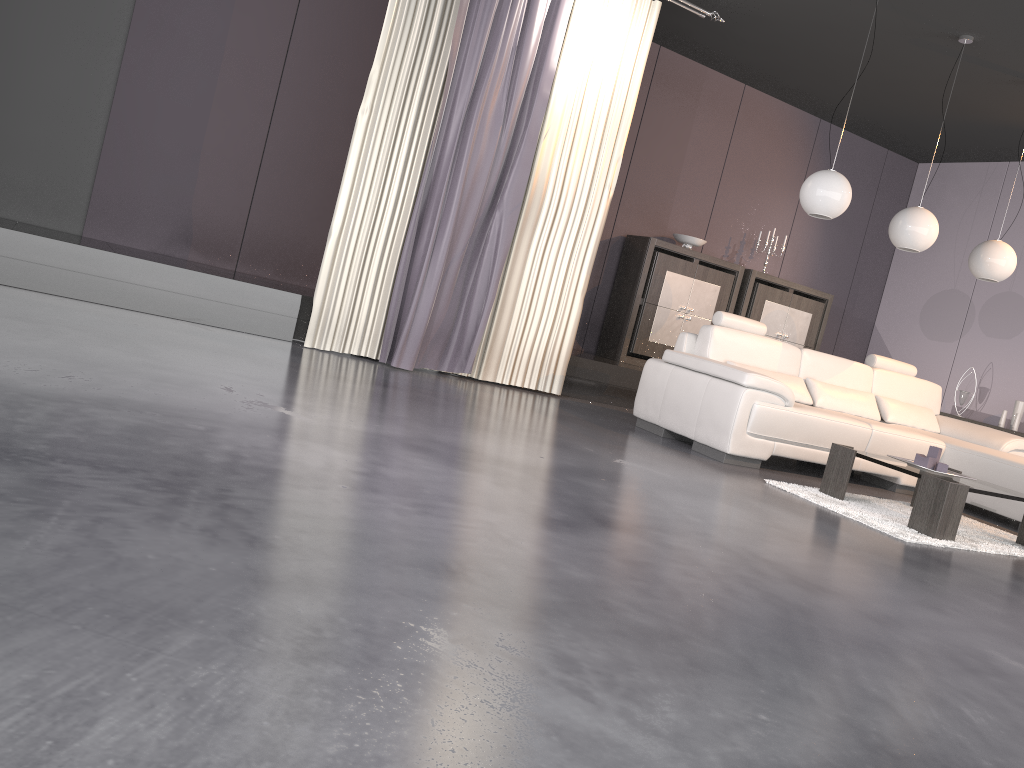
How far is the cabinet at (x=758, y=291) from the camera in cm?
796

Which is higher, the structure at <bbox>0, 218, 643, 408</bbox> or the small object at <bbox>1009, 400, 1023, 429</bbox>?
the small object at <bbox>1009, 400, 1023, 429</bbox>

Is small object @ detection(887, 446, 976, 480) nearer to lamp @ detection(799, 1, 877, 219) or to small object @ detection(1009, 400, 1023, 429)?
lamp @ detection(799, 1, 877, 219)

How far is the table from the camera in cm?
410

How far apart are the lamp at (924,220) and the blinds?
1.88m

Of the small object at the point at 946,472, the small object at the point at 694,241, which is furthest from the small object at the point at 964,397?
the small object at the point at 946,472

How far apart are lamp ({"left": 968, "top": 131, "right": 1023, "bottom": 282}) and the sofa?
0.8m

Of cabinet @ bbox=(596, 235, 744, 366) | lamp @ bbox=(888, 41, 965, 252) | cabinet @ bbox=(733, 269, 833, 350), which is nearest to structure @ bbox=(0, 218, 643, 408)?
cabinet @ bbox=(596, 235, 744, 366)

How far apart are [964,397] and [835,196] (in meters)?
3.70

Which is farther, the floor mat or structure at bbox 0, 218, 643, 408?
structure at bbox 0, 218, 643, 408
